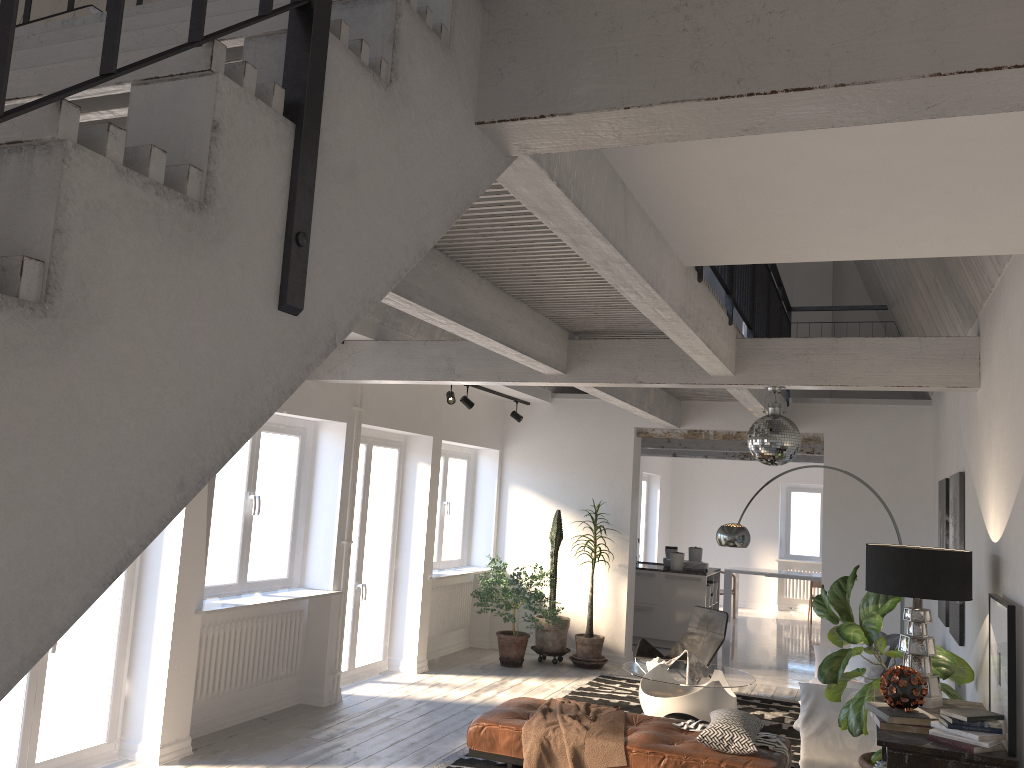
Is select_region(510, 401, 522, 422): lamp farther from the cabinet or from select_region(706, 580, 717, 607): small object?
select_region(706, 580, 717, 607): small object

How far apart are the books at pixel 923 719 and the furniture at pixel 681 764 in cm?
123

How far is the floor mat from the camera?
6.5m

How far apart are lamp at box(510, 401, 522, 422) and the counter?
2.87m

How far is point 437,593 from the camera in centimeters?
982cm

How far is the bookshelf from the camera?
3.71m

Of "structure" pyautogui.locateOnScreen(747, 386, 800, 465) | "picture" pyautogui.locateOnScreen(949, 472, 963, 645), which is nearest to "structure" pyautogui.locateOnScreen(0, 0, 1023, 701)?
"structure" pyautogui.locateOnScreen(747, 386, 800, 465)

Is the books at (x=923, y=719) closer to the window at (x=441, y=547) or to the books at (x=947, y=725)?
the books at (x=947, y=725)

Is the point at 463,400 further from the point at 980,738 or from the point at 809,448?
the point at 980,738

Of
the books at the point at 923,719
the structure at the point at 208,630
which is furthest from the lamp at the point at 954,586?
the structure at the point at 208,630
